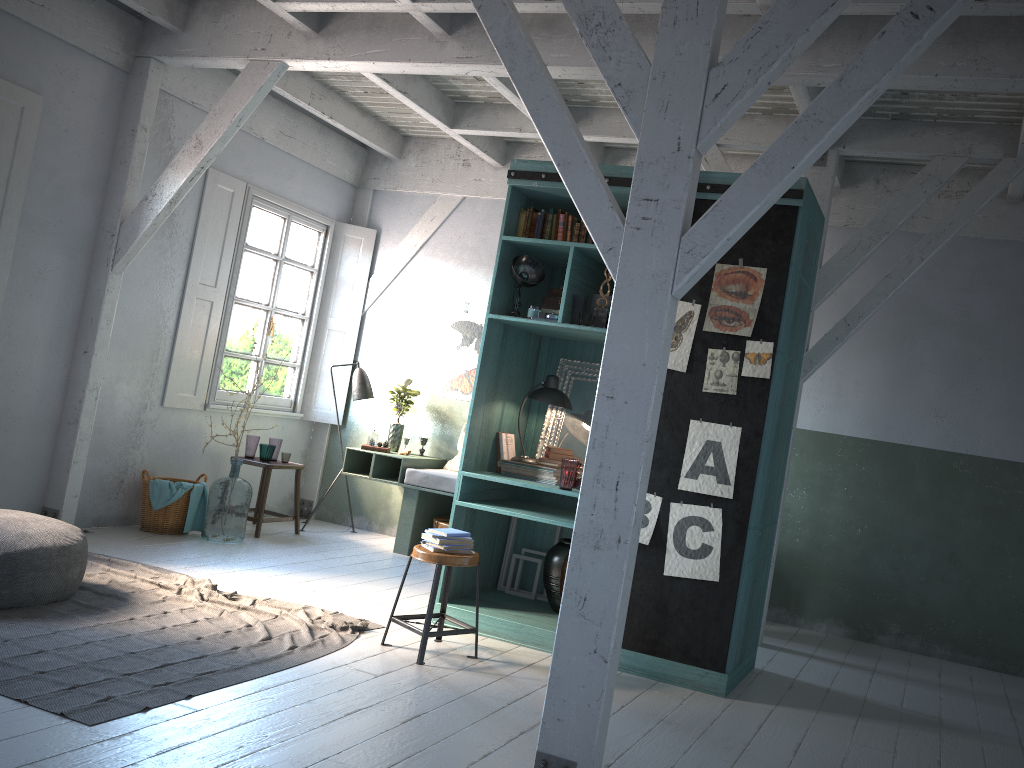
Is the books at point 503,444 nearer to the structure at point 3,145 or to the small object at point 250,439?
the small object at point 250,439

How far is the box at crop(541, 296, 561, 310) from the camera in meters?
6.5

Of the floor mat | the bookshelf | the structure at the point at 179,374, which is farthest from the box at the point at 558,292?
the structure at the point at 179,374

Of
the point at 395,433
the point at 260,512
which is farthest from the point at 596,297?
the point at 260,512

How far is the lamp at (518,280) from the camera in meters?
6.3

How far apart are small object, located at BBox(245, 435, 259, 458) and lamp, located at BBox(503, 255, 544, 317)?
3.8 meters

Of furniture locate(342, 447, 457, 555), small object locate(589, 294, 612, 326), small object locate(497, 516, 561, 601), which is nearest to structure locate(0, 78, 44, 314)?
furniture locate(342, 447, 457, 555)

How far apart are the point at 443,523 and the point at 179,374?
3.0 meters

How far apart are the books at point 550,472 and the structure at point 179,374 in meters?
3.8 m

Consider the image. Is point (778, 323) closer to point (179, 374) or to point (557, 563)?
point (557, 563)
